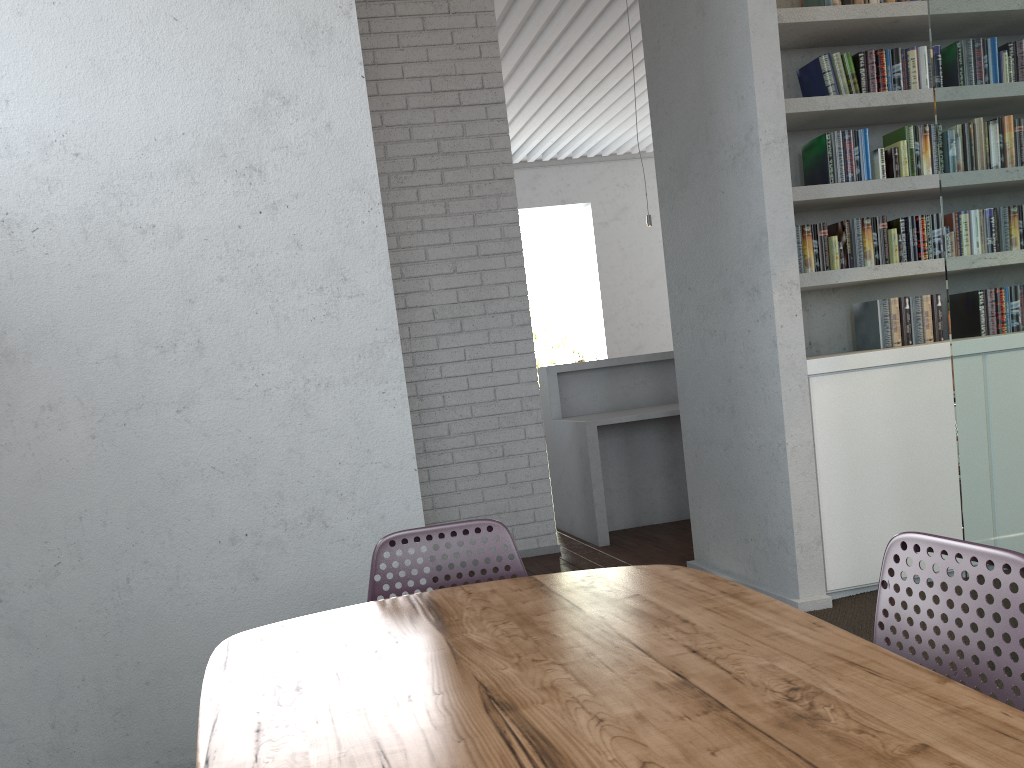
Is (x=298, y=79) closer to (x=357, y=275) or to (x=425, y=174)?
(x=357, y=275)

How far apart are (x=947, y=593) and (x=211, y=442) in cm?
201

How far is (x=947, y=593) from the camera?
1.26m

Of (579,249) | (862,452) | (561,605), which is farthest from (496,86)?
(579,249)
